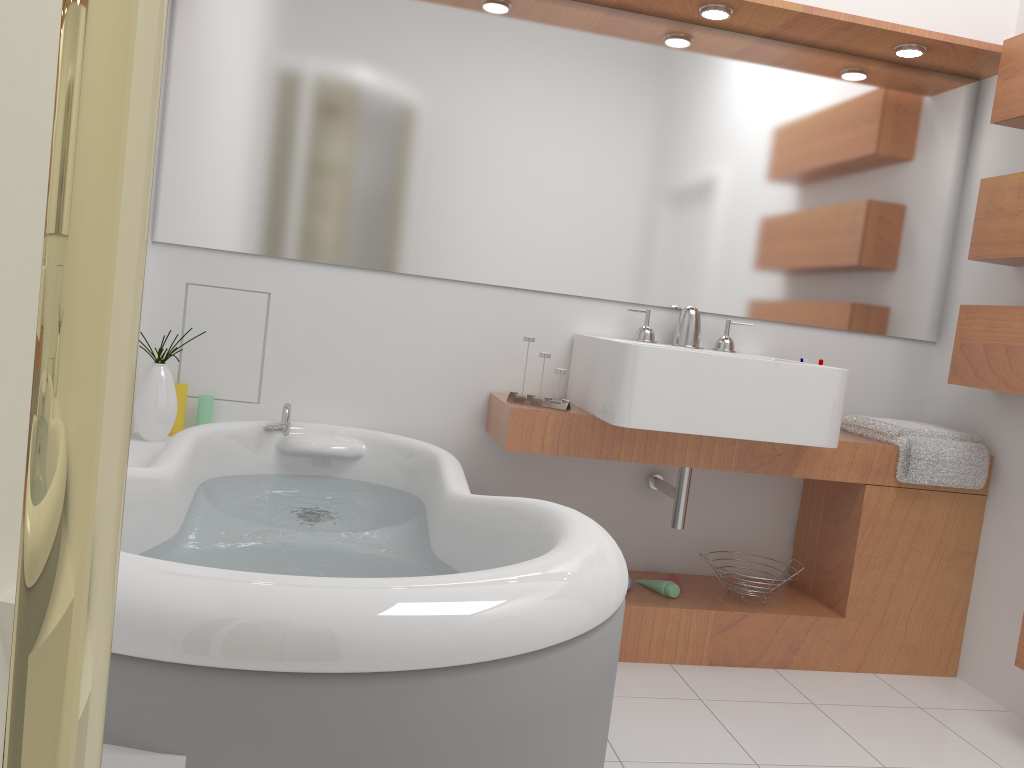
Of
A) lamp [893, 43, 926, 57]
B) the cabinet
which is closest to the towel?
the cabinet

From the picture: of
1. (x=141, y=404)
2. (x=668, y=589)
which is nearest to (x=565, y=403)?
(x=668, y=589)

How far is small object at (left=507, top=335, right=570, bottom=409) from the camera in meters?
2.6 m

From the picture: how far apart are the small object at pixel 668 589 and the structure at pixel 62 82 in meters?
2.6

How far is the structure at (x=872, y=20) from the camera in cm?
260

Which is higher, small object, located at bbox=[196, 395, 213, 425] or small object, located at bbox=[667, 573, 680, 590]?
small object, located at bbox=[196, 395, 213, 425]

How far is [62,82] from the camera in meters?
0.2

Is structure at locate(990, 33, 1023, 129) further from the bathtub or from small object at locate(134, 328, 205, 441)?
small object at locate(134, 328, 205, 441)

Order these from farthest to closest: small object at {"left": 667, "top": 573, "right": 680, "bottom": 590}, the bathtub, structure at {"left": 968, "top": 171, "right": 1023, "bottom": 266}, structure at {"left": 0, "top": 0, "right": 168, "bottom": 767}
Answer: small object at {"left": 667, "top": 573, "right": 680, "bottom": 590}
structure at {"left": 968, "top": 171, "right": 1023, "bottom": 266}
the bathtub
structure at {"left": 0, "top": 0, "right": 168, "bottom": 767}

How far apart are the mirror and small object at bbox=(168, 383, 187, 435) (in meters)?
0.42
